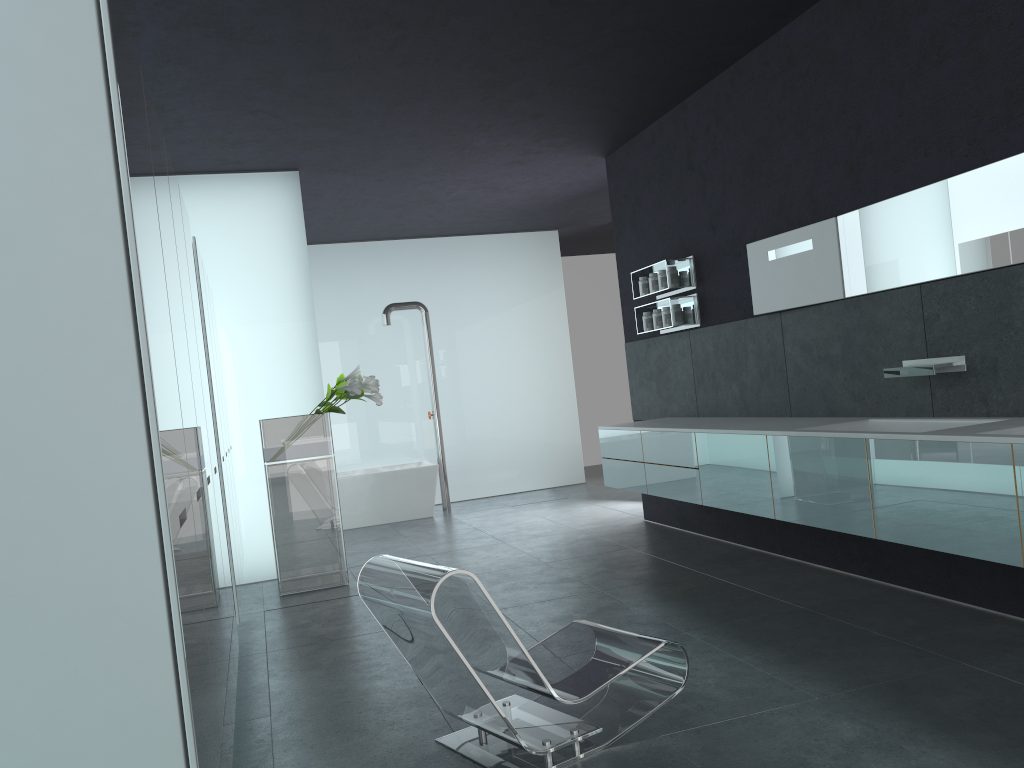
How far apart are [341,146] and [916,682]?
6.1m

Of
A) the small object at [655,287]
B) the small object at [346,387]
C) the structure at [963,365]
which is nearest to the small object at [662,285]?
the small object at [655,287]

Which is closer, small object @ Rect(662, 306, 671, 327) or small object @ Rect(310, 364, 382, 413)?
small object @ Rect(310, 364, 382, 413)

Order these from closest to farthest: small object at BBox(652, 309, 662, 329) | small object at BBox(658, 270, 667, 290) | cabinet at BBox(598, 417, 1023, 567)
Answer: cabinet at BBox(598, 417, 1023, 567) → small object at BBox(658, 270, 667, 290) → small object at BBox(652, 309, 662, 329)

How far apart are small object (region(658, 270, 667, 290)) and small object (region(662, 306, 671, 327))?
0.2m

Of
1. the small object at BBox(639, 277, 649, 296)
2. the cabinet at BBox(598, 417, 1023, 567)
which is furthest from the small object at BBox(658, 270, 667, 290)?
the cabinet at BBox(598, 417, 1023, 567)

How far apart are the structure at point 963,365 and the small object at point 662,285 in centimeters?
284cm

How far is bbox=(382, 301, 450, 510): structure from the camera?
11.7 meters

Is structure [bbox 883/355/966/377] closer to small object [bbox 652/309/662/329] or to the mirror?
the mirror

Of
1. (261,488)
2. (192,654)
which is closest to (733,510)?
(261,488)
